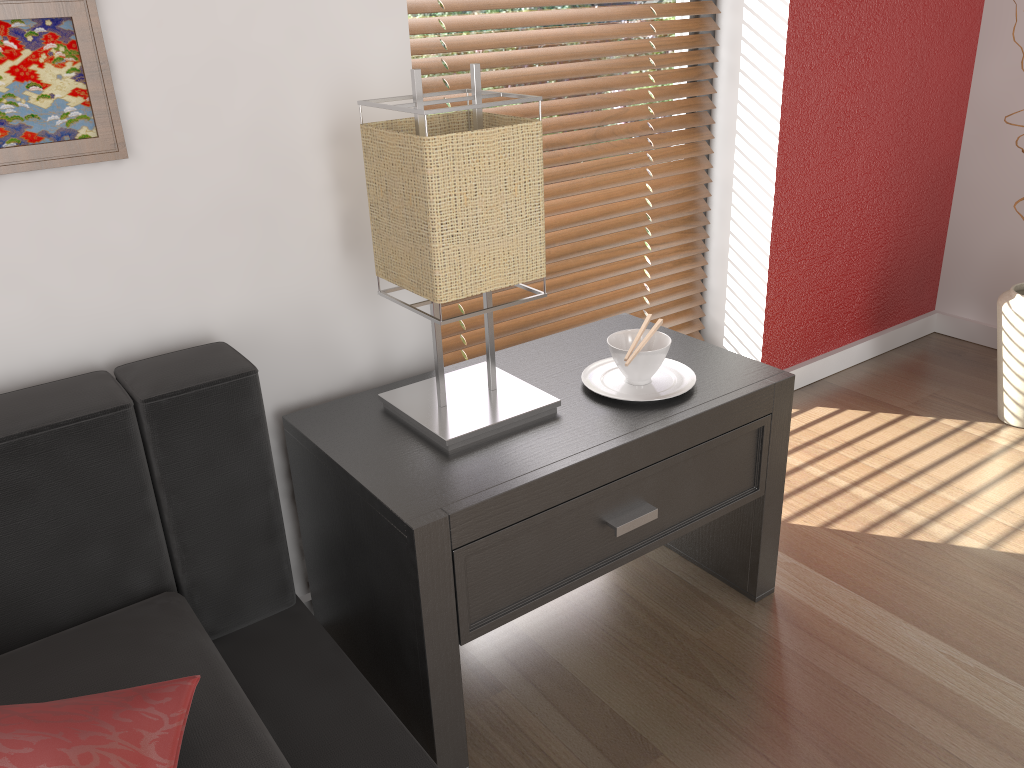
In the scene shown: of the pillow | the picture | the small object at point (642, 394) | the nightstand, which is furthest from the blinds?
the pillow

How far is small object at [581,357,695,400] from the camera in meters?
1.4

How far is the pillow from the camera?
0.8 meters

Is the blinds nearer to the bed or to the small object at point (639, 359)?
the small object at point (639, 359)

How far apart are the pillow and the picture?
0.6m

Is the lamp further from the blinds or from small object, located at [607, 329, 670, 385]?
the blinds

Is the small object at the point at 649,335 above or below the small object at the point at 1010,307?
above

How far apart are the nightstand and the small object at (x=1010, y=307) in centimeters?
91cm

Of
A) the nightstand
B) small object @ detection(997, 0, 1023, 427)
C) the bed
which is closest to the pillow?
the bed

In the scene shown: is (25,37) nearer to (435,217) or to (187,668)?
(435,217)
